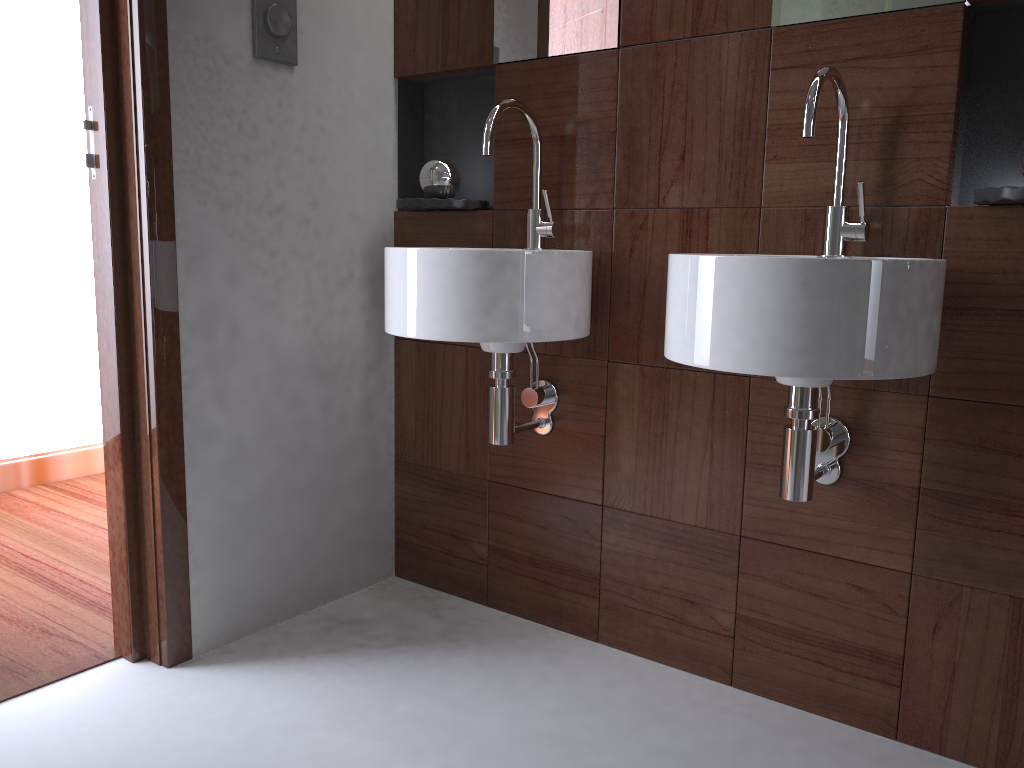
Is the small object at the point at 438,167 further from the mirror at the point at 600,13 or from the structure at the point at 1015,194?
the mirror at the point at 600,13

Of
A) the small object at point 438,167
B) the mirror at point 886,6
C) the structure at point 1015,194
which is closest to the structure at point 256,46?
the small object at point 438,167

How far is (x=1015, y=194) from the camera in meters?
1.3

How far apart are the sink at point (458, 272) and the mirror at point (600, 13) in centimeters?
16cm

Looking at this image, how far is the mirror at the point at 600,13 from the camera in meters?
1.8 m

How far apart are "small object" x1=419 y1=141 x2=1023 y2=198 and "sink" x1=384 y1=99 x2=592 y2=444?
0.3m

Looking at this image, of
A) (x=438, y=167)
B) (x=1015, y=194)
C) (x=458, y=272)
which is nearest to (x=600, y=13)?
(x=438, y=167)

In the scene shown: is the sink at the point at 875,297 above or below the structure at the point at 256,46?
below

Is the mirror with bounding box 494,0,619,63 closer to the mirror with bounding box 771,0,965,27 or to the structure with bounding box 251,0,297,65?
the mirror with bounding box 771,0,965,27

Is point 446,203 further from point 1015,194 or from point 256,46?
point 1015,194
